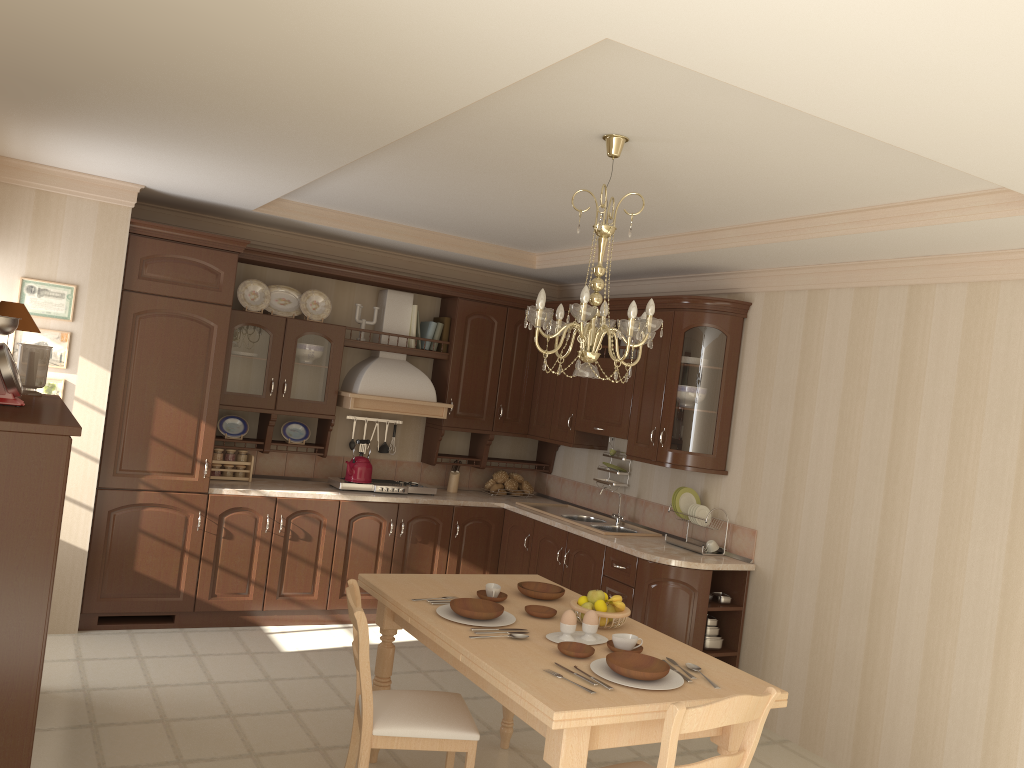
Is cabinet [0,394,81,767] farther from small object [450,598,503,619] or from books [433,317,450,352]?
books [433,317,450,352]

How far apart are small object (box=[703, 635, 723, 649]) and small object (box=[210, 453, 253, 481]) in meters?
3.0

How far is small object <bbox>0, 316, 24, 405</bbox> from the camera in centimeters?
317cm

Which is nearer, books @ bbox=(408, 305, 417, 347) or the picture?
the picture

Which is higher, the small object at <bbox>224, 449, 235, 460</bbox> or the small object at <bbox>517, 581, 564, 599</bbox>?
the small object at <bbox>224, 449, 235, 460</bbox>

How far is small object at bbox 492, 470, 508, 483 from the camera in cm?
662

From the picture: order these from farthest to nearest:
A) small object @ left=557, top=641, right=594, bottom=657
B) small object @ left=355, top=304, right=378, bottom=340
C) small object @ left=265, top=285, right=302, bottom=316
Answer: small object @ left=355, top=304, right=378, bottom=340 < small object @ left=265, top=285, right=302, bottom=316 < small object @ left=557, top=641, right=594, bottom=657

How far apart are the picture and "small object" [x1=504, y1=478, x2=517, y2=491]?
3.1m

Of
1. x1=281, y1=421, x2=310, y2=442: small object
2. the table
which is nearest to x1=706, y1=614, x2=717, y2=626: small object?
the table

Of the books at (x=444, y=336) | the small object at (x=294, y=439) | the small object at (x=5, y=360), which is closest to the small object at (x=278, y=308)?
the small object at (x=294, y=439)
